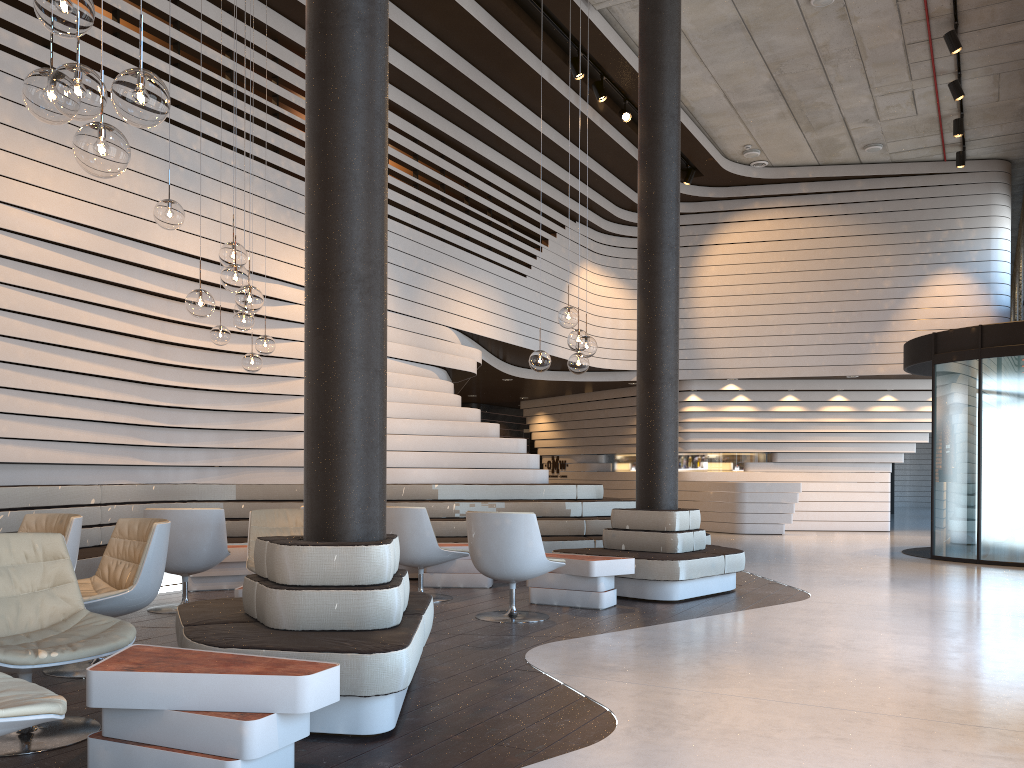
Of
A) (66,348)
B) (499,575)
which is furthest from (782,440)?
(66,348)

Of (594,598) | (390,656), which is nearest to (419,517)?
(594,598)

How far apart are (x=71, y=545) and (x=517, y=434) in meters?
15.8

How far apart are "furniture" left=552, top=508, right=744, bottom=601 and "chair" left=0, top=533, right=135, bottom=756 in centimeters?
433cm

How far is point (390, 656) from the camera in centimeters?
324cm

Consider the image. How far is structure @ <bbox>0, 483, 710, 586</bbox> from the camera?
6.9m

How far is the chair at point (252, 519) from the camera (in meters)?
6.04

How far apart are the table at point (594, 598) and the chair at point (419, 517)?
0.57m

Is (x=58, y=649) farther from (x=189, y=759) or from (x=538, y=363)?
(x=538, y=363)

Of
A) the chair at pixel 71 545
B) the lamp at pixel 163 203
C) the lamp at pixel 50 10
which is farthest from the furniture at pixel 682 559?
the lamp at pixel 50 10
